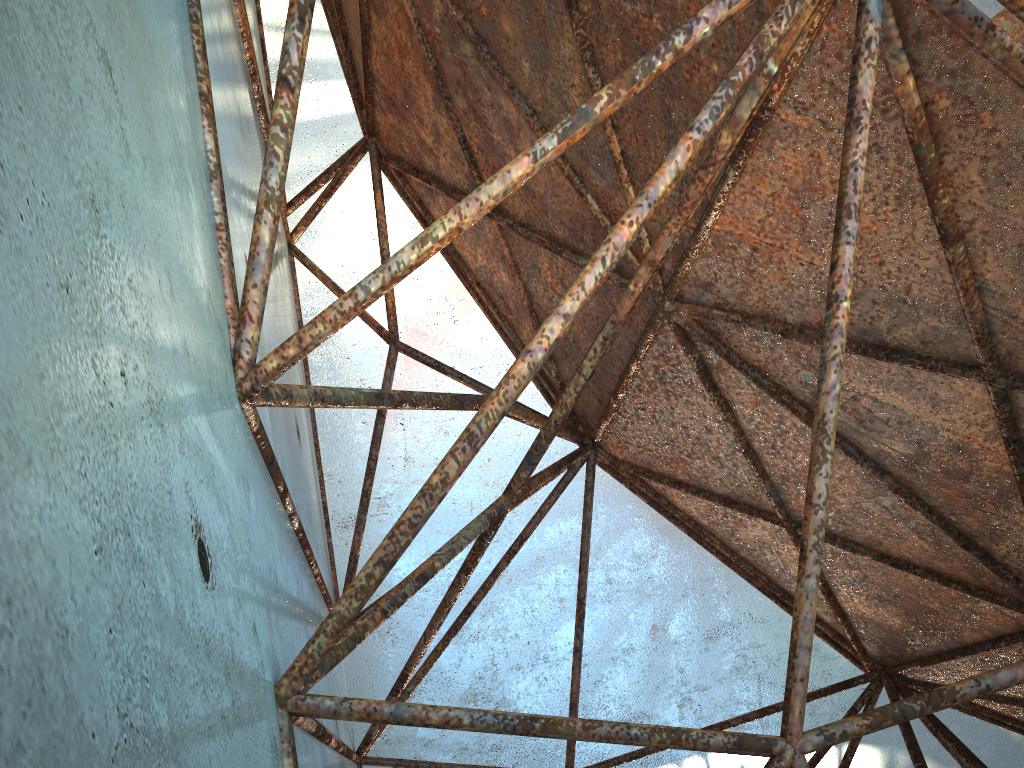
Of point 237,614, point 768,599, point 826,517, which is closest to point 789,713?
point 826,517
